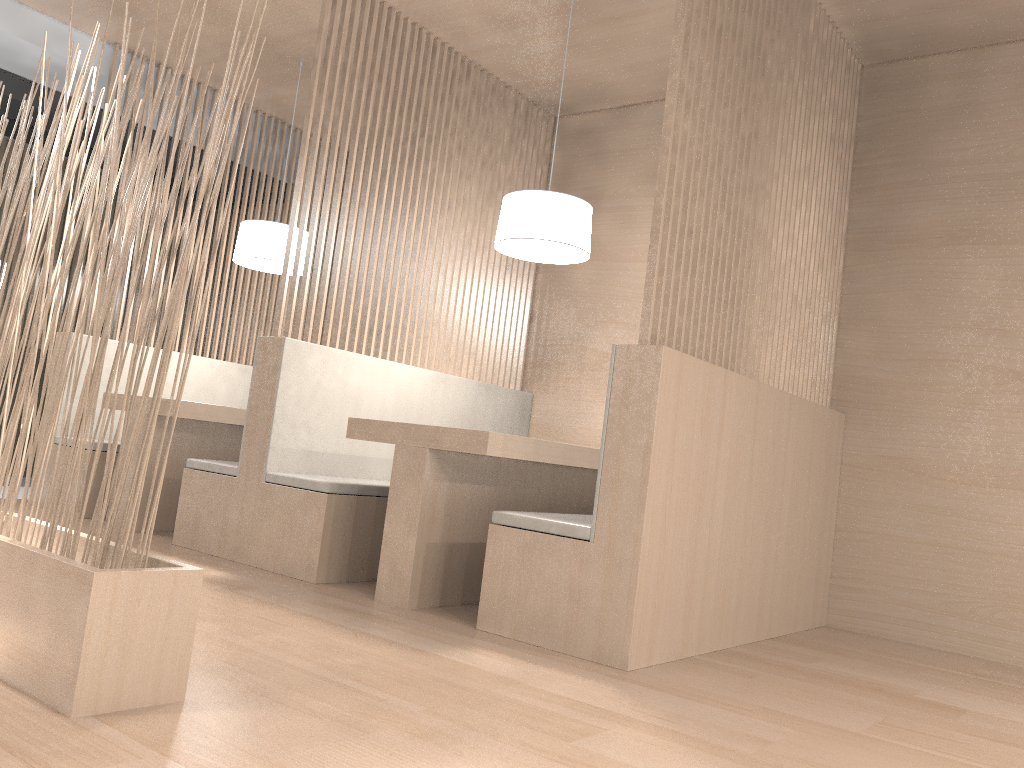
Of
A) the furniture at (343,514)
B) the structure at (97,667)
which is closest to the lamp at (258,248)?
the furniture at (343,514)

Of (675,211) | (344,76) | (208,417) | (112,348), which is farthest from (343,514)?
(112,348)

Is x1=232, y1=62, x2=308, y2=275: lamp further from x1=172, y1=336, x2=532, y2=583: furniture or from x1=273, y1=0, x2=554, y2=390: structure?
x1=172, y1=336, x2=532, y2=583: furniture

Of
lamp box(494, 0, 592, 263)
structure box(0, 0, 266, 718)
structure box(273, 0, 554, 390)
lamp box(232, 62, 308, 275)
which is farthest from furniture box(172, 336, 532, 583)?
structure box(0, 0, 266, 718)

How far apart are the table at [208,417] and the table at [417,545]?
0.71m

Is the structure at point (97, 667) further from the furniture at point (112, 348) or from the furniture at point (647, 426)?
the furniture at point (112, 348)

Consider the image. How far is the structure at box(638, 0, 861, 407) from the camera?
1.7 meters

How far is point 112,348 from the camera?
3.04m

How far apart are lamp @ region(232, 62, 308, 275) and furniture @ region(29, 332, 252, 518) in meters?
0.5

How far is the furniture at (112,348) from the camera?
3.04m
